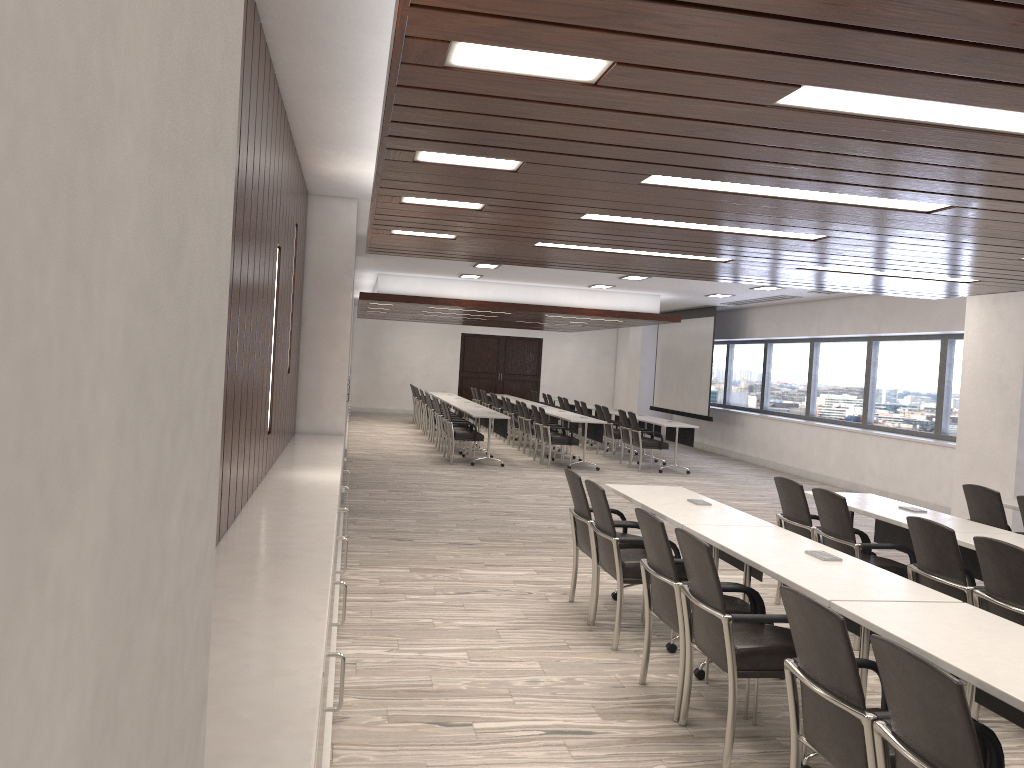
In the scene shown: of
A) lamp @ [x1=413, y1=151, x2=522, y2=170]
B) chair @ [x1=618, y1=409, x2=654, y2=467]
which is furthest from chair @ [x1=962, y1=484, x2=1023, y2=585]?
chair @ [x1=618, y1=409, x2=654, y2=467]

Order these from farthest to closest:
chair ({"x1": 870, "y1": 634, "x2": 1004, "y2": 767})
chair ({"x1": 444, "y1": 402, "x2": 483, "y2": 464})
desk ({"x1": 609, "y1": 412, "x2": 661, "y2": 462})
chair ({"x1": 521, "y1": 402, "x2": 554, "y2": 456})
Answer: desk ({"x1": 609, "y1": 412, "x2": 661, "y2": 462})
chair ({"x1": 521, "y1": 402, "x2": 554, "y2": 456})
chair ({"x1": 444, "y1": 402, "x2": 483, "y2": 464})
chair ({"x1": 870, "y1": 634, "x2": 1004, "y2": 767})

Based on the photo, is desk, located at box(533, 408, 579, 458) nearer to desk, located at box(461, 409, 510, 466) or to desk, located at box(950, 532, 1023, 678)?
desk, located at box(461, 409, 510, 466)

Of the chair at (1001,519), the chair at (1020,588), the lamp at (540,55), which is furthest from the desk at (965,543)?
the lamp at (540,55)

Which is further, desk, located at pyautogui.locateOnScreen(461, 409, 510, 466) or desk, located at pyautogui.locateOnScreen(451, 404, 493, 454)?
desk, located at pyautogui.locateOnScreen(451, 404, 493, 454)

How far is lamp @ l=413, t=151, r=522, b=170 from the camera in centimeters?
381cm

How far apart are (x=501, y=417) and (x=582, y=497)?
7.76m

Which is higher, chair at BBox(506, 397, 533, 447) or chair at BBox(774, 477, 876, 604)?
chair at BBox(774, 477, 876, 604)

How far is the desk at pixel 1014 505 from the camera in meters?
6.5

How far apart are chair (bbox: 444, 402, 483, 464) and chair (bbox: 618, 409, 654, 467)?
2.6m
